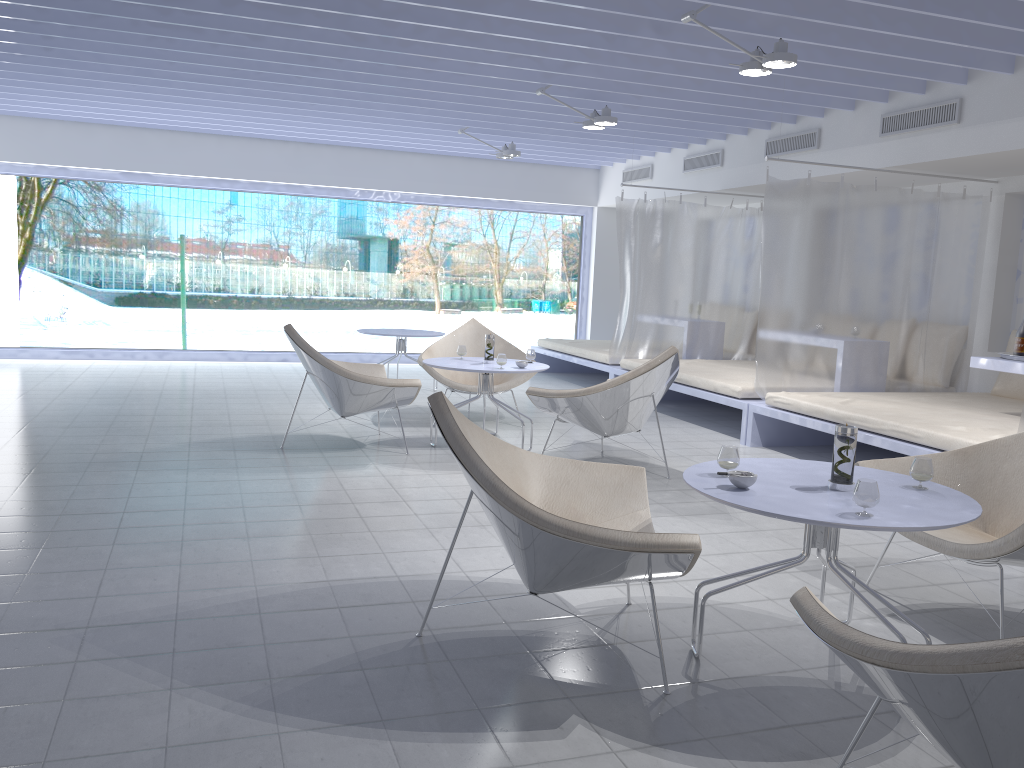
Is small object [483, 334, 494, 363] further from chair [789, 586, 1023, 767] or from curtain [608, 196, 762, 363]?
chair [789, 586, 1023, 767]

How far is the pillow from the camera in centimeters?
626cm

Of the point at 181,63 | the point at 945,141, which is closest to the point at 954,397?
the point at 945,141

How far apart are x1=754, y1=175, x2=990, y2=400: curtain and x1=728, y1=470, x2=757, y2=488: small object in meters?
3.7 m

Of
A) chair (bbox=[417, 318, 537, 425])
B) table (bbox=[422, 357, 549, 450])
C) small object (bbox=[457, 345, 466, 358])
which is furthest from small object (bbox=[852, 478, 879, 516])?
chair (bbox=[417, 318, 537, 425])

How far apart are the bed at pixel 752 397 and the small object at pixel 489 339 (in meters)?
1.84

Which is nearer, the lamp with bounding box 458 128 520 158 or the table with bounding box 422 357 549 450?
the table with bounding box 422 357 549 450

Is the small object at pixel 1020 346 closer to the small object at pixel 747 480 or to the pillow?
the pillow

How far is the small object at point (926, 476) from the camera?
2.62m

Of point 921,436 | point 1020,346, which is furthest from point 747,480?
point 1020,346
